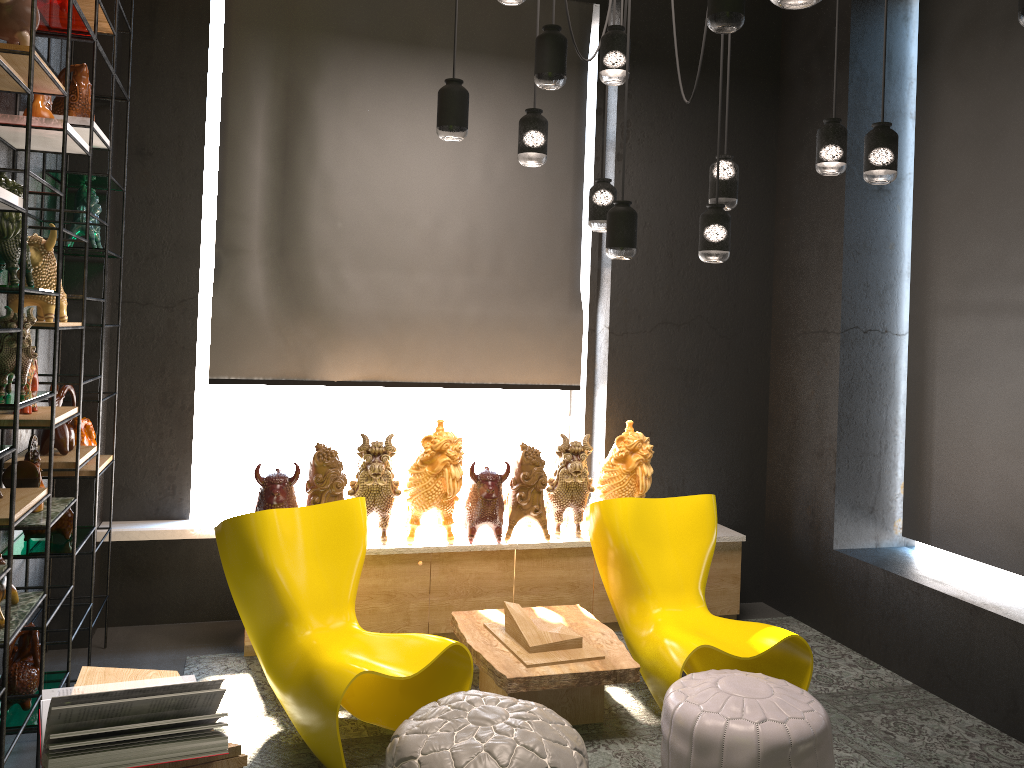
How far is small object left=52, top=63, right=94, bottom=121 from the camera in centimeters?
352cm

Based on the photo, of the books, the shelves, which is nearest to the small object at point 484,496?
the shelves

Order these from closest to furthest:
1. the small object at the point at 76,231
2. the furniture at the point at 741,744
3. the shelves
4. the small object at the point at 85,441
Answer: the shelves
the furniture at the point at 741,744
the small object at the point at 76,231
the small object at the point at 85,441

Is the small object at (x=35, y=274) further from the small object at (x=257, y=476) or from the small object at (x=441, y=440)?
the small object at (x=441, y=440)

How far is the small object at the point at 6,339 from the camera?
2.7 meters

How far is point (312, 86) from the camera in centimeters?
488cm

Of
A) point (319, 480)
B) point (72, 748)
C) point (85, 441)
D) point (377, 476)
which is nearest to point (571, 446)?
point (377, 476)

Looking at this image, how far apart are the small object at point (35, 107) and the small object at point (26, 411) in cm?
88

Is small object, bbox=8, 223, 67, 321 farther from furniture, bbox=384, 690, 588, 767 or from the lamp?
furniture, bbox=384, 690, 588, 767

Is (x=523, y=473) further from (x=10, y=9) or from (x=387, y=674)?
(x=10, y=9)
